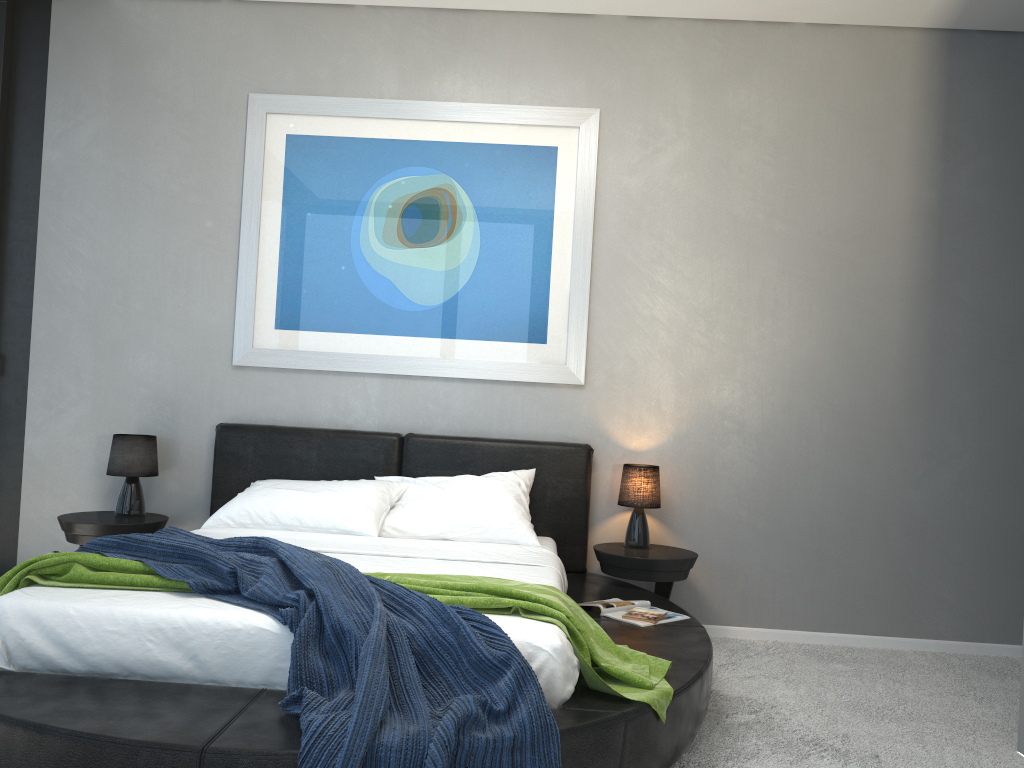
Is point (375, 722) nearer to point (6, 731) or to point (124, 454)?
point (6, 731)

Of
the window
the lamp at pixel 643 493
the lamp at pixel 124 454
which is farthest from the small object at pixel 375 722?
the lamp at pixel 643 493

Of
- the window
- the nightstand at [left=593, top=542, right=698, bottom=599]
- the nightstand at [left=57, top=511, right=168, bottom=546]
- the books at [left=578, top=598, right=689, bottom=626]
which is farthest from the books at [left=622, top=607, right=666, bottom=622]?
the window

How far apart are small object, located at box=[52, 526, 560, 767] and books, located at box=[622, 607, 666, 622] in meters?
1.2

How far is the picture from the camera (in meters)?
4.50

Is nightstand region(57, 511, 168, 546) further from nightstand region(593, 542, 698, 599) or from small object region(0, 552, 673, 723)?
nightstand region(593, 542, 698, 599)

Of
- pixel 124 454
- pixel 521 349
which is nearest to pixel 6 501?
pixel 124 454

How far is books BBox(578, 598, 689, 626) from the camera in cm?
350

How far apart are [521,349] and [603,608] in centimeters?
→ 151cm

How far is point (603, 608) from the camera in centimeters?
350cm
